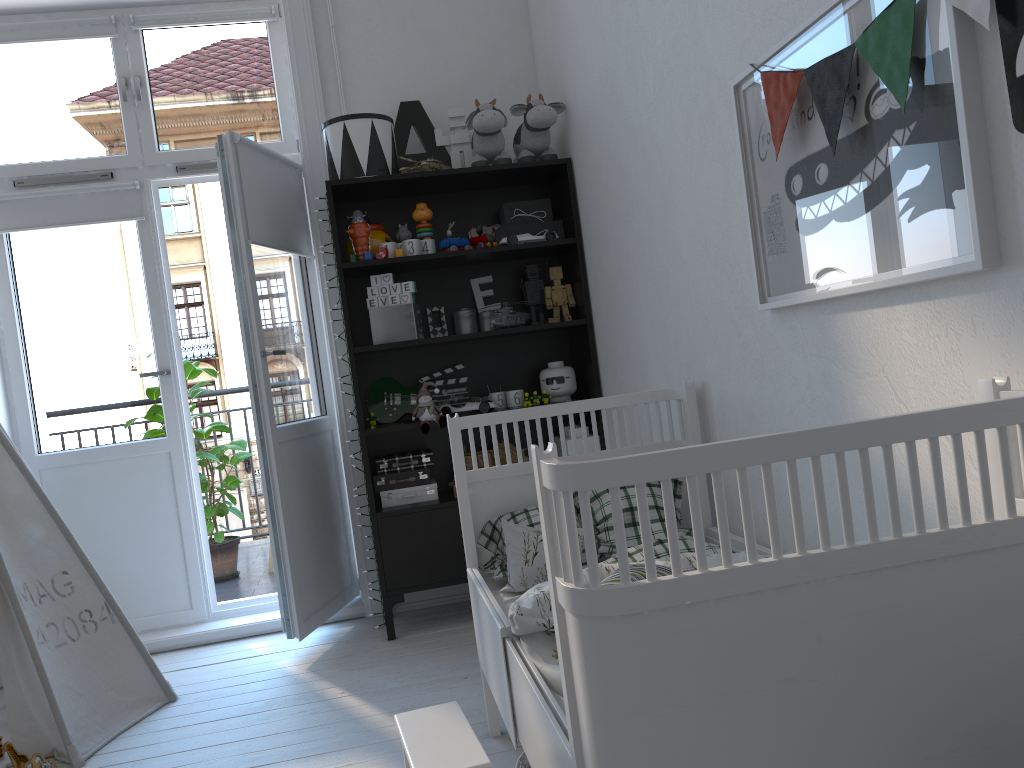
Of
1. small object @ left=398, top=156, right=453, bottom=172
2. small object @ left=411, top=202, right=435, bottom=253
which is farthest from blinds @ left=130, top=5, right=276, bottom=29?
small object @ left=411, top=202, right=435, bottom=253

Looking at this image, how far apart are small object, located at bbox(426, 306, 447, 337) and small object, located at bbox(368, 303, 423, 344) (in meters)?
0.21

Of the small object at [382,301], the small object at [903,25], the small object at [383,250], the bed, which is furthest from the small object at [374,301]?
the small object at [903,25]

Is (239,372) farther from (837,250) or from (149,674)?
(837,250)

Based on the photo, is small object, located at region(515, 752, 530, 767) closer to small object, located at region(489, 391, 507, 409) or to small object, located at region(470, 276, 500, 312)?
small object, located at region(489, 391, 507, 409)

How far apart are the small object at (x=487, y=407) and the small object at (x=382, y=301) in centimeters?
45cm

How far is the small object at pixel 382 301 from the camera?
3.3m

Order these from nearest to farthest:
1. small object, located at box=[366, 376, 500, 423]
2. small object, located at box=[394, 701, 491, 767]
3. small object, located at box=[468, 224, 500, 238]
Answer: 1. small object, located at box=[394, 701, 491, 767]
2. small object, located at box=[366, 376, 500, 423]
3. small object, located at box=[468, 224, 500, 238]

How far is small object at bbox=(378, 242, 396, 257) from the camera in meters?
3.3 m

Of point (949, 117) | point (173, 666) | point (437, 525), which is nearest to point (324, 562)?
point (437, 525)
